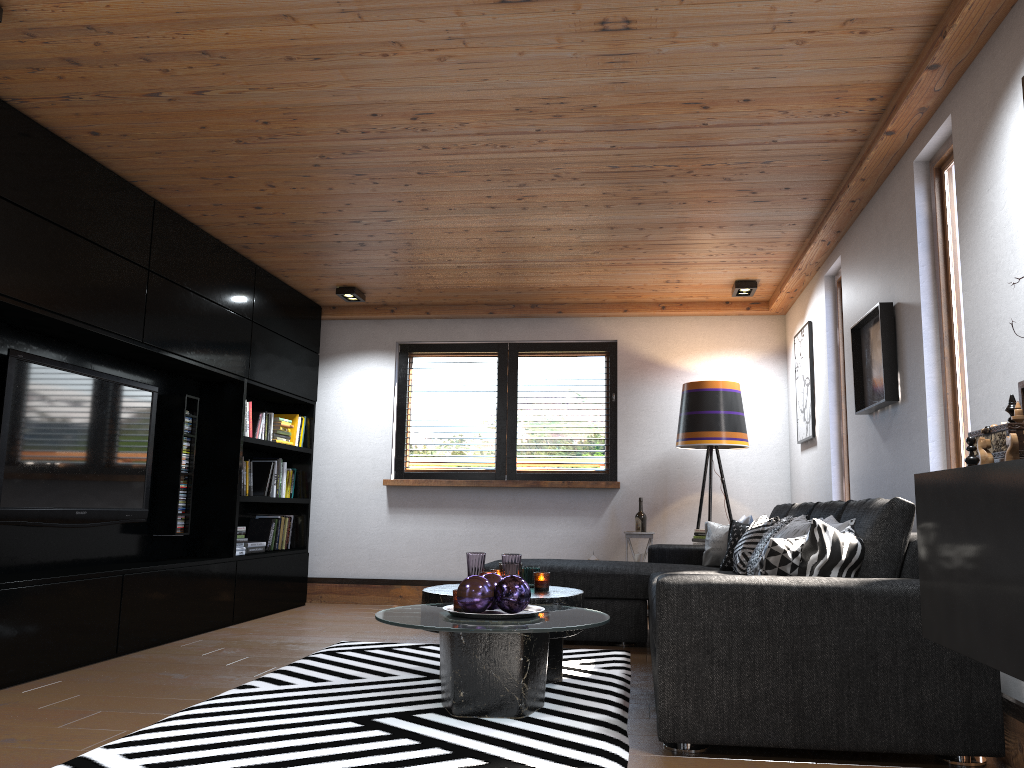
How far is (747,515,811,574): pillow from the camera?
4.31m

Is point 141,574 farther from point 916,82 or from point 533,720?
point 916,82

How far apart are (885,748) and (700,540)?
3.6 meters

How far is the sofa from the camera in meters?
2.7 m

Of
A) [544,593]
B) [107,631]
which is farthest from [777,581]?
[107,631]

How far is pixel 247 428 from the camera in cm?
607

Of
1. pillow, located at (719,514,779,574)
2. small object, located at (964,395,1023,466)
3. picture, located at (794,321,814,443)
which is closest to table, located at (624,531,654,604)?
picture, located at (794,321,814,443)

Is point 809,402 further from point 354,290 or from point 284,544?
point 284,544

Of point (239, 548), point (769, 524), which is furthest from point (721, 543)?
point (239, 548)

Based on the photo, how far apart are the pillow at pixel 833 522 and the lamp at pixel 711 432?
2.2 meters
